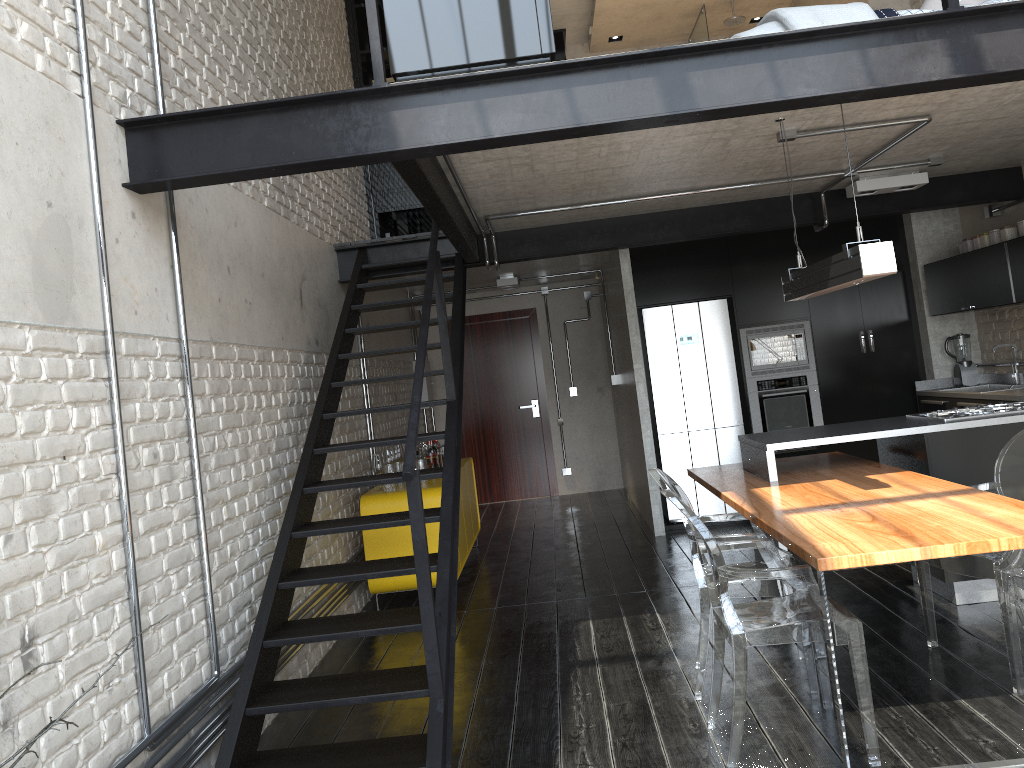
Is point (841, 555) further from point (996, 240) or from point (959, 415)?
point (996, 240)

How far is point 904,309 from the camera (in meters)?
7.35

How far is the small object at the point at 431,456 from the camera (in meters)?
6.38

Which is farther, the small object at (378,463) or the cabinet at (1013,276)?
Answer: the small object at (378,463)

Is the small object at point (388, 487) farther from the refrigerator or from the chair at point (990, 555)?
Answer: the chair at point (990, 555)

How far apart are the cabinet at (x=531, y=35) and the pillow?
2.69m

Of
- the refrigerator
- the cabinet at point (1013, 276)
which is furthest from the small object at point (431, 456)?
the cabinet at point (1013, 276)

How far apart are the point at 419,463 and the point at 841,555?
3.8m

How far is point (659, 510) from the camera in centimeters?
730cm

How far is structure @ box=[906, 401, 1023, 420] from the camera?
4.73m
